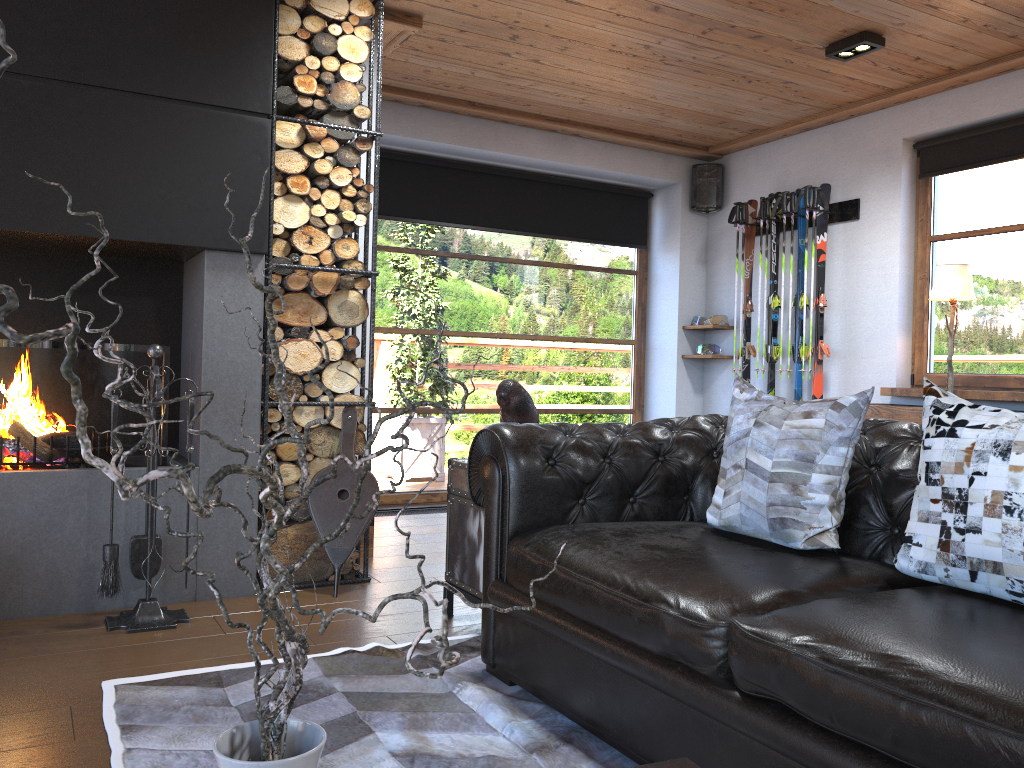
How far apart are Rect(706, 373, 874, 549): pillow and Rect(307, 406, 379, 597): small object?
1.64m

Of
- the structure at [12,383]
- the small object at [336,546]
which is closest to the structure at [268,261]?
the small object at [336,546]

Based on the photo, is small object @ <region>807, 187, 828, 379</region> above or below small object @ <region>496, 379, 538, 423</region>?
above

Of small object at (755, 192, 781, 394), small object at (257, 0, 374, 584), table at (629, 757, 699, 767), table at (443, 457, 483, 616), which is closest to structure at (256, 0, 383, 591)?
small object at (257, 0, 374, 584)

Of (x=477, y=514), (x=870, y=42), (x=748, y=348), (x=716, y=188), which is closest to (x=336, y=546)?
(x=477, y=514)

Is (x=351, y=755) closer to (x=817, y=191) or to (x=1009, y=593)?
(x=1009, y=593)

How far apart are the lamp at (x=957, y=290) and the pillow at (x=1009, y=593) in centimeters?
296cm

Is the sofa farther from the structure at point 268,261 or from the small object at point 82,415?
the structure at point 268,261

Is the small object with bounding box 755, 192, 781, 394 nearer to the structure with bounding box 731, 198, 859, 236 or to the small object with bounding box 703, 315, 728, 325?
the structure with bounding box 731, 198, 859, 236

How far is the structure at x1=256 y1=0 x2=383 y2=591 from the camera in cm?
370
